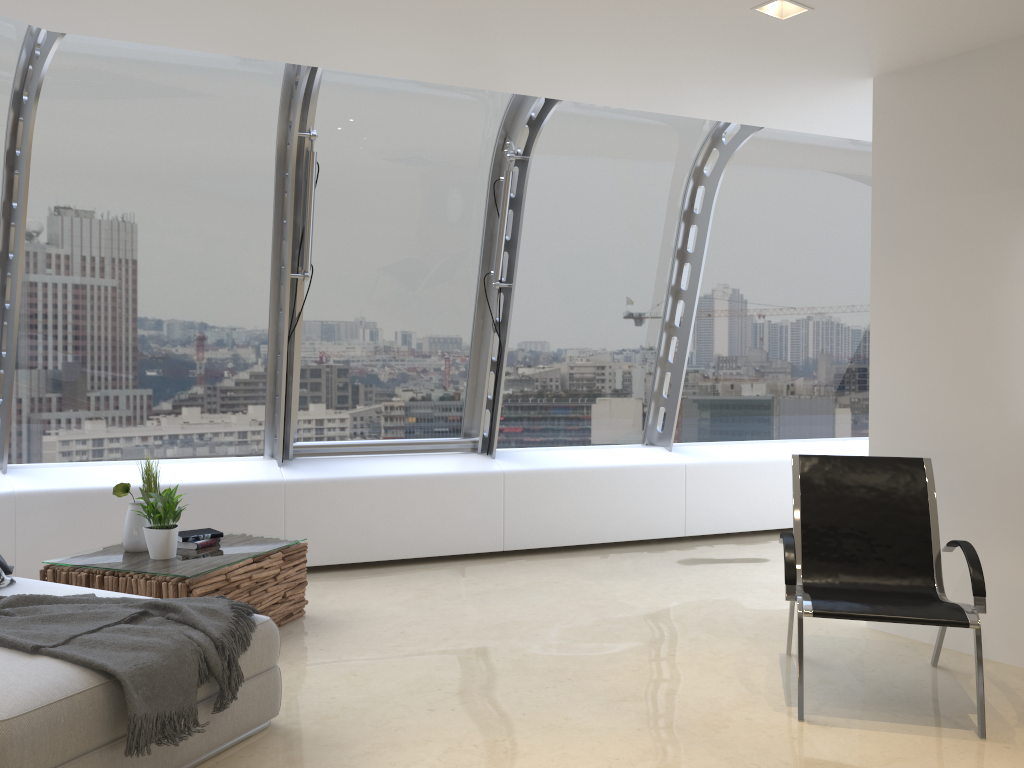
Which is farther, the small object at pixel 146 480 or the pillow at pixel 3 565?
the small object at pixel 146 480

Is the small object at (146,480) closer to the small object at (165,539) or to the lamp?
the small object at (165,539)

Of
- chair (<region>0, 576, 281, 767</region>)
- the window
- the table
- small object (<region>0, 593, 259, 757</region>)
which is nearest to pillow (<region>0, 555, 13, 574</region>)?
chair (<region>0, 576, 281, 767</region>)

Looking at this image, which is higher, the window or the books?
the window

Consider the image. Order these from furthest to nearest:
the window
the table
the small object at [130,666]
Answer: the window < the table < the small object at [130,666]

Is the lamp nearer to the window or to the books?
the window

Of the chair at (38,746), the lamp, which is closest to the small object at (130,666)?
the chair at (38,746)

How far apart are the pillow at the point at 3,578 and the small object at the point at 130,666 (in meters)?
0.51

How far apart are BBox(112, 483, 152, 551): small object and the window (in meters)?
1.40

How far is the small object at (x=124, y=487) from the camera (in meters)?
4.40
